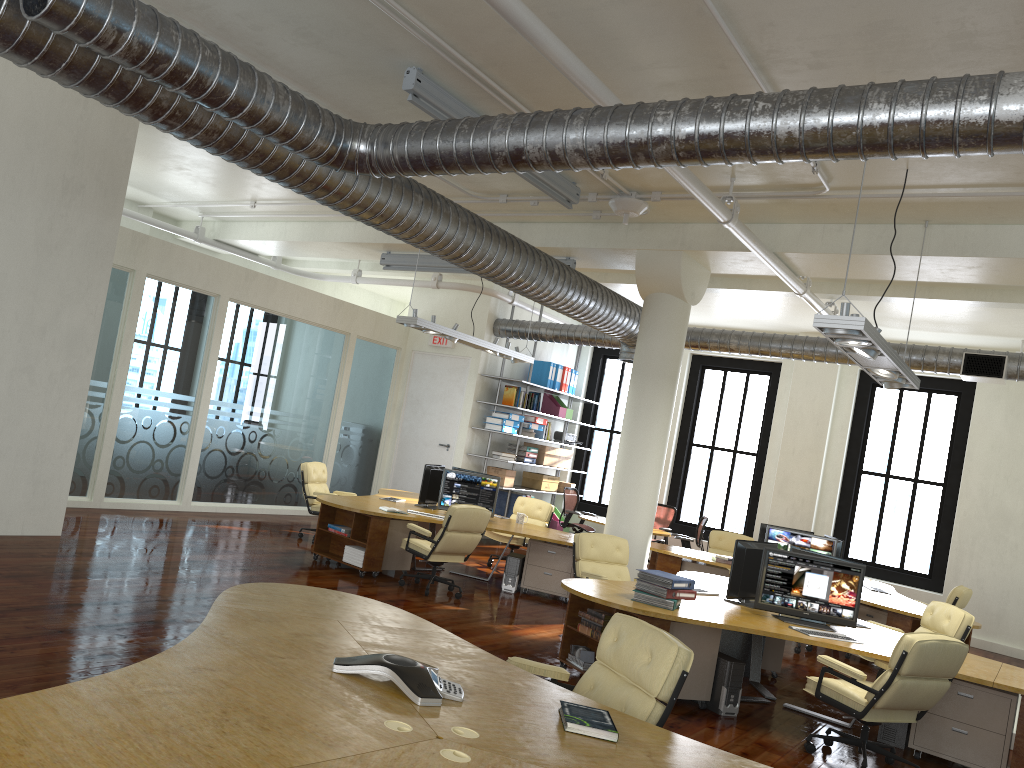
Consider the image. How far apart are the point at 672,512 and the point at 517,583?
6.09m

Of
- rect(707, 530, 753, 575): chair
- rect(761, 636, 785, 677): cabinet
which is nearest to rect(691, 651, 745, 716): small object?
rect(761, 636, 785, 677): cabinet

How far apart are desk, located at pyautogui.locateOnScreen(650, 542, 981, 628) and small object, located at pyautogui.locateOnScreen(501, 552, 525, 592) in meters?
2.0

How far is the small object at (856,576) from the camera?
7.08m

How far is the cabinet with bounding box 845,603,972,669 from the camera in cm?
939

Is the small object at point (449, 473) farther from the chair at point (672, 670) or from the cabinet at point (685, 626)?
the chair at point (672, 670)

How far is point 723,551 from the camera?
13.0m

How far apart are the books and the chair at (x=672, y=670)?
2.4 meters

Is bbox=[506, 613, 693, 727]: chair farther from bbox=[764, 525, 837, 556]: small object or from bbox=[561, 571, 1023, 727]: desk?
bbox=[764, 525, 837, 556]: small object

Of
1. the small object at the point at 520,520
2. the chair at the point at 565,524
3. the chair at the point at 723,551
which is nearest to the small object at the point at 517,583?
the small object at the point at 520,520
